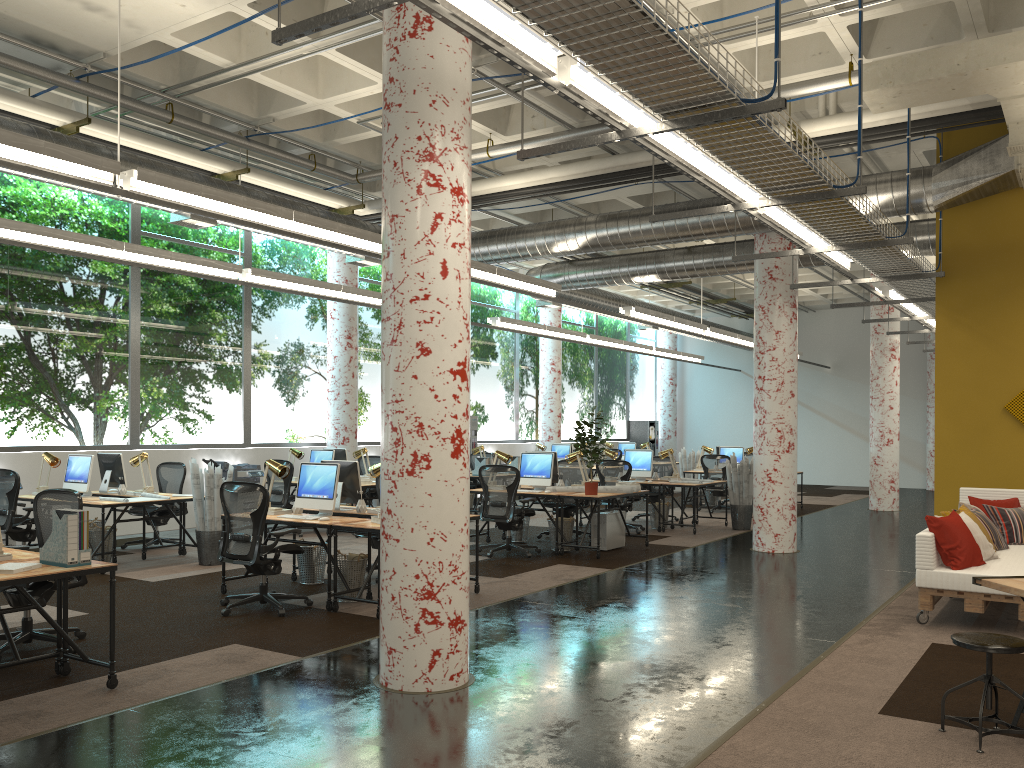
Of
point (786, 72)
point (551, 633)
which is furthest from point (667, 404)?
point (551, 633)

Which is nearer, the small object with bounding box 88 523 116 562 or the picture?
the picture

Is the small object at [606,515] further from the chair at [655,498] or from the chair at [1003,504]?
the chair at [1003,504]

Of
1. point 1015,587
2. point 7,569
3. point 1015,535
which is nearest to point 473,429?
point 1015,535

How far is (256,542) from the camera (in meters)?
7.09

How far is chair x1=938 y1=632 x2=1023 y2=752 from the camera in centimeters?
416cm

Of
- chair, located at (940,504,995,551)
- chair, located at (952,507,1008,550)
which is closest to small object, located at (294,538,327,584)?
chair, located at (940,504,995,551)

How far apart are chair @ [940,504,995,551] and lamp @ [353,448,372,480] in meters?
8.4 m

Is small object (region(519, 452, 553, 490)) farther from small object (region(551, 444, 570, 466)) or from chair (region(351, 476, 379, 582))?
small object (region(551, 444, 570, 466))

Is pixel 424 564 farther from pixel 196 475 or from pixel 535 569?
pixel 196 475
